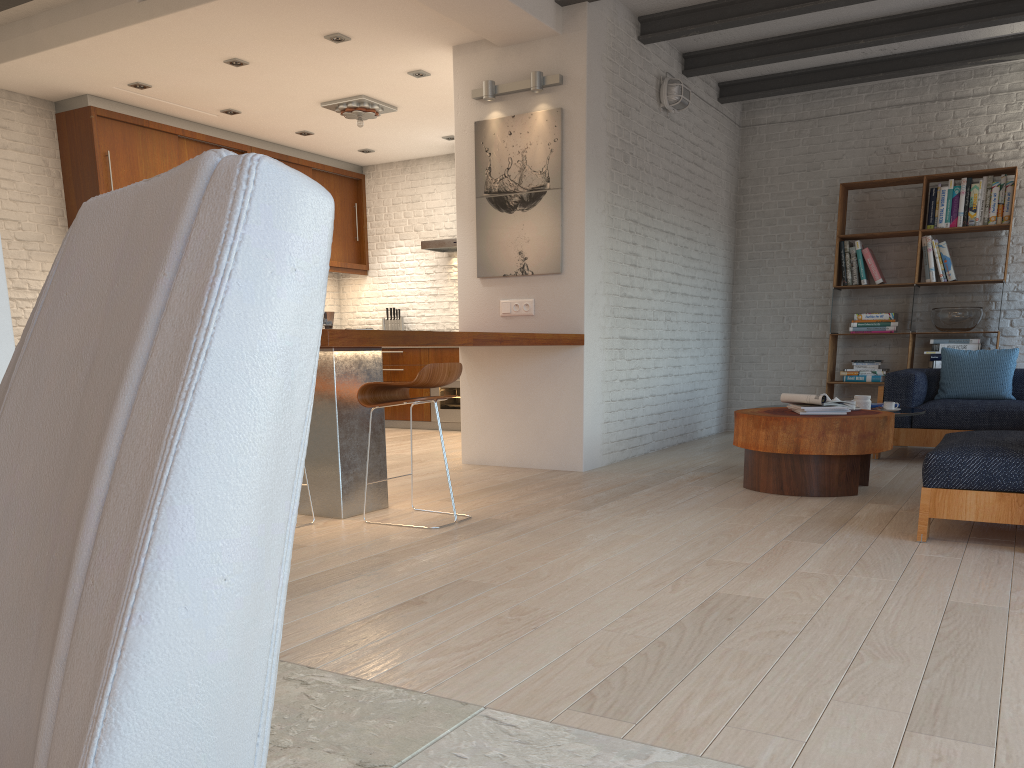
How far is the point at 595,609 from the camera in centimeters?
275cm

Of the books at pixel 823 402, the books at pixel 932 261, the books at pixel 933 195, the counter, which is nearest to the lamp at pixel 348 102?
the counter

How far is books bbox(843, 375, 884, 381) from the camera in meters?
7.9

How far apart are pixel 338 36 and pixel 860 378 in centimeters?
526cm

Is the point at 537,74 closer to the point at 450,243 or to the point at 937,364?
the point at 450,243

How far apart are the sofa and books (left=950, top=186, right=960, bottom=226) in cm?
139

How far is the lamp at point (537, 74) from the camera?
5.9m

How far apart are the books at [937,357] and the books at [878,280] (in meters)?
0.80

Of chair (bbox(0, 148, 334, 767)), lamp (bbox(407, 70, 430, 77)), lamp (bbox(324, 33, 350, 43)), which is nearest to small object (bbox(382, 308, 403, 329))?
lamp (bbox(407, 70, 430, 77))

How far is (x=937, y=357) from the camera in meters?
7.5
